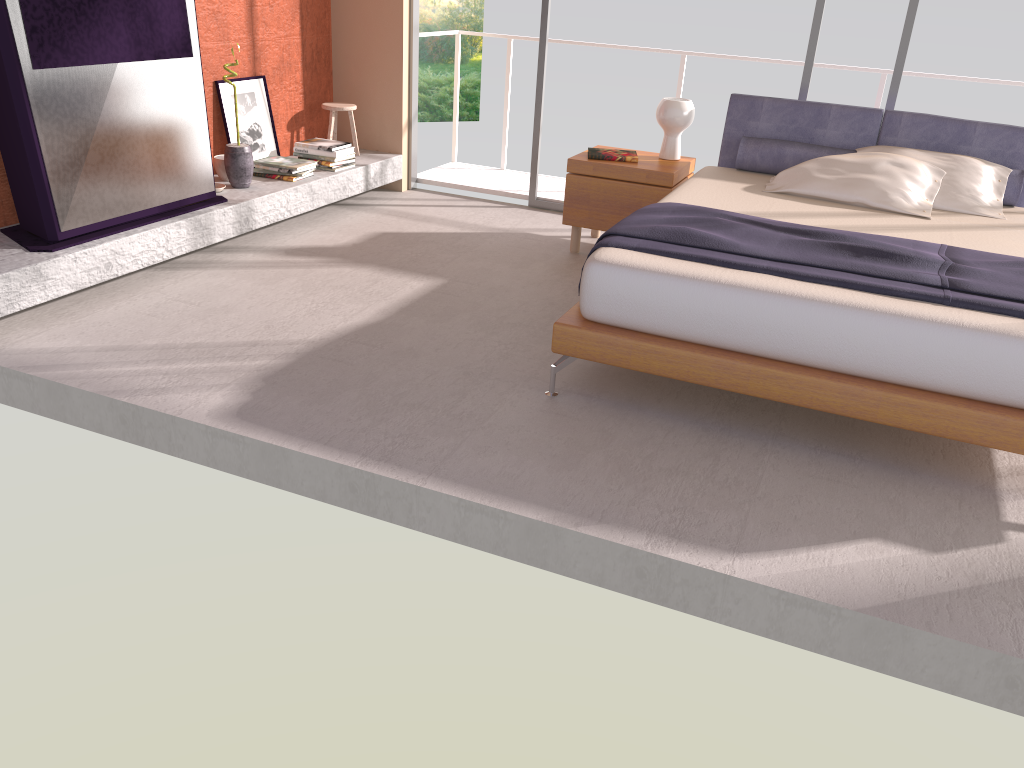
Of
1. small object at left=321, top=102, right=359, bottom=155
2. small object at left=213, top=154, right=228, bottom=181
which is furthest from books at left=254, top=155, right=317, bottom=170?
small object at left=321, top=102, right=359, bottom=155

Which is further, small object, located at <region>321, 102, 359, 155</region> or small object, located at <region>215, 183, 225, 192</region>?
small object, located at <region>321, 102, 359, 155</region>

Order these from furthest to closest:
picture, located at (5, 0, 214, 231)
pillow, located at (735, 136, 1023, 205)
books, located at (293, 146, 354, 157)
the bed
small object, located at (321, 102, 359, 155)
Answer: small object, located at (321, 102, 359, 155)
books, located at (293, 146, 354, 157)
pillow, located at (735, 136, 1023, 205)
picture, located at (5, 0, 214, 231)
the bed

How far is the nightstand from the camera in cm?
497

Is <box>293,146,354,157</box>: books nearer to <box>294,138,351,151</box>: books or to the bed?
<box>294,138,351,151</box>: books

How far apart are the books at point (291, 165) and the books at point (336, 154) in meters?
0.2 m

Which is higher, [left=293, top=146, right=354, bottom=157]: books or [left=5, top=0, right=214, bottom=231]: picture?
[left=5, top=0, right=214, bottom=231]: picture

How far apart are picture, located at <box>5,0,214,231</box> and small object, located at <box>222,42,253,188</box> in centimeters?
36cm

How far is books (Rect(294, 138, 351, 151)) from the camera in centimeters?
575cm

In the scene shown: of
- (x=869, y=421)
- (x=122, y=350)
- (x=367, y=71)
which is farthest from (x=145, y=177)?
(x=869, y=421)
